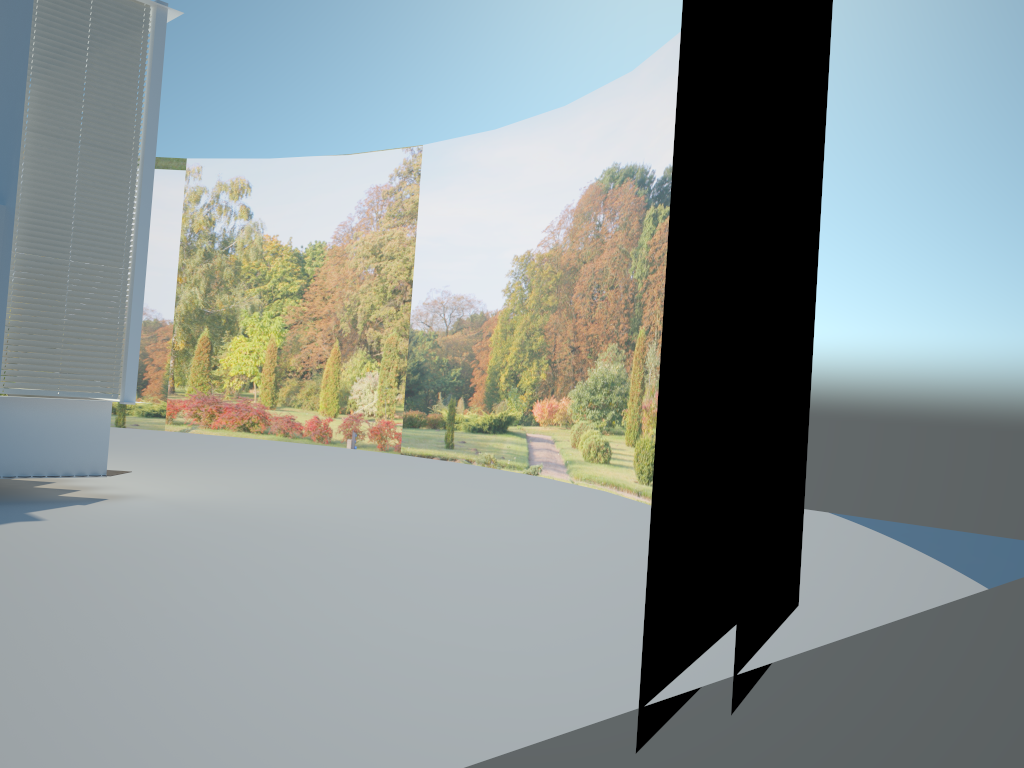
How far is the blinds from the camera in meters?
8.7 m

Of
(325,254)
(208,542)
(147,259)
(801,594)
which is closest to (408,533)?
(208,542)

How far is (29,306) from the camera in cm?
873

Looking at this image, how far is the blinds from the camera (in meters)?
8.73
